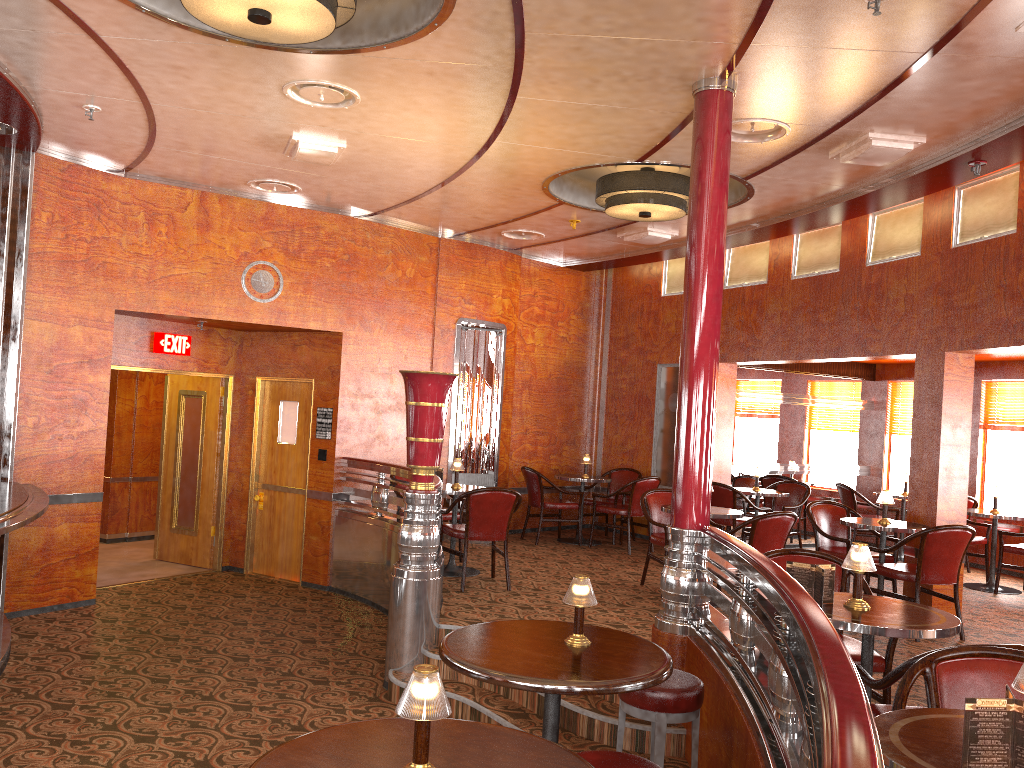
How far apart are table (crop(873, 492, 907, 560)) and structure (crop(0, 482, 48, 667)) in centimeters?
836cm

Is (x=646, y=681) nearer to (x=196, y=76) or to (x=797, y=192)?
(x=196, y=76)

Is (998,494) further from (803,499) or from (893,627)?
(893,627)

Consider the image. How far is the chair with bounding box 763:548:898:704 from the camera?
3.77m

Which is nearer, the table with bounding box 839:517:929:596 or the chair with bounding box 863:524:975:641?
the chair with bounding box 863:524:975:641

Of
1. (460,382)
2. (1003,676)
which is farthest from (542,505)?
(1003,676)

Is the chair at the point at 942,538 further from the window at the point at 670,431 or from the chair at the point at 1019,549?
the window at the point at 670,431

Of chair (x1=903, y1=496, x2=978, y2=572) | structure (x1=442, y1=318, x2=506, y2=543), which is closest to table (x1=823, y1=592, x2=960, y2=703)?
structure (x1=442, y1=318, x2=506, y2=543)

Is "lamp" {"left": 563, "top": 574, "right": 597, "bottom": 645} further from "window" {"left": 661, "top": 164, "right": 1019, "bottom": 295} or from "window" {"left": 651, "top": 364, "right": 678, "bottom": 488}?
"window" {"left": 651, "top": 364, "right": 678, "bottom": 488}

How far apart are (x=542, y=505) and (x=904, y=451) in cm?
461
